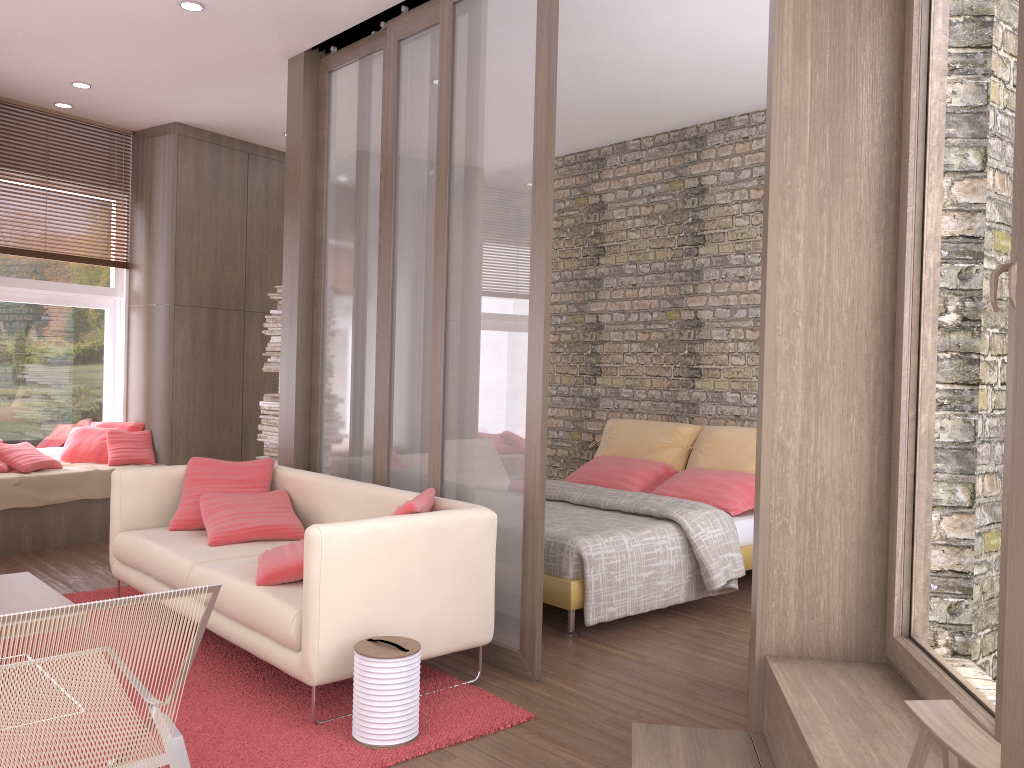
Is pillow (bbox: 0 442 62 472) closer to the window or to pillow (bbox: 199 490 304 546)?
the window

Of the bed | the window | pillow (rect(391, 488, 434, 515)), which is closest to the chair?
pillow (rect(391, 488, 434, 515))

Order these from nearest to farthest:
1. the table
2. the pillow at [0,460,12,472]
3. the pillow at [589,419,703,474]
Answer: the table, the pillow at [0,460,12,472], the pillow at [589,419,703,474]

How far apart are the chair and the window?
4.5 meters

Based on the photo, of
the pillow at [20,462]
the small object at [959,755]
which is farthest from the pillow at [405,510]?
the pillow at [20,462]

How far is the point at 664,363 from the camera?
6.9 meters

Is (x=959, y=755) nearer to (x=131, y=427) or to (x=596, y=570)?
(x=596, y=570)

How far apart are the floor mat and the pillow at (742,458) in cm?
288

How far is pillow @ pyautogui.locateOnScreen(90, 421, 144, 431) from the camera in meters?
7.1 m

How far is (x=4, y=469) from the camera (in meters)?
6.17
